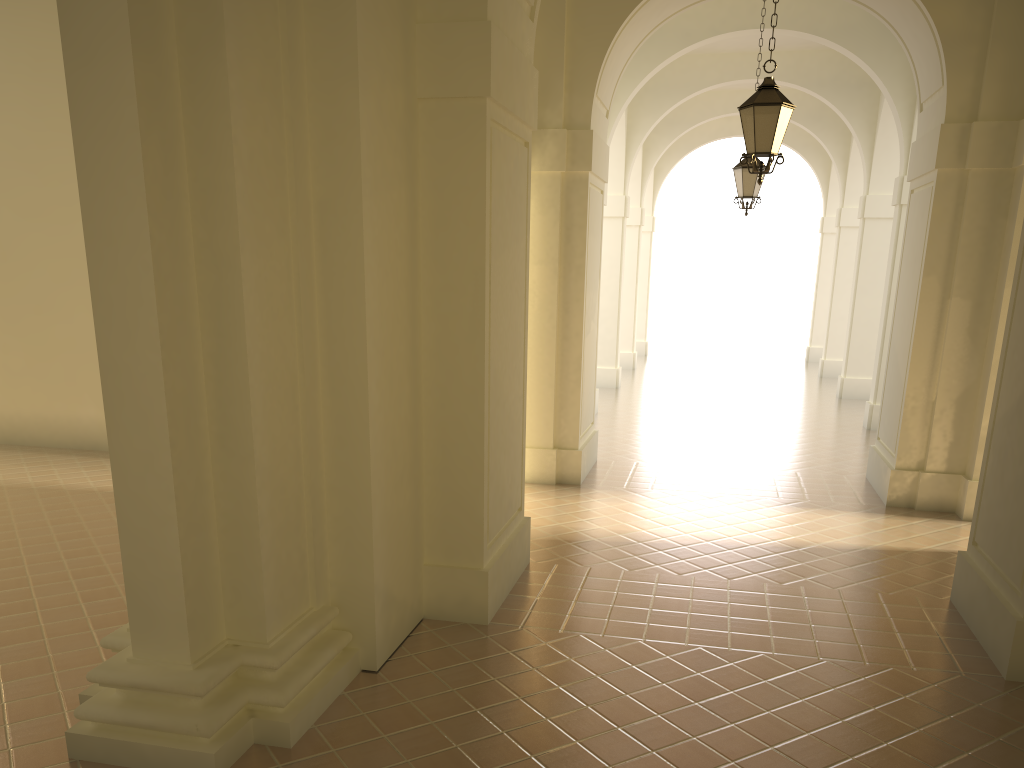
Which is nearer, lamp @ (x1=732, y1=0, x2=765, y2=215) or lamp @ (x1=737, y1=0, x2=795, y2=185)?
lamp @ (x1=737, y1=0, x2=795, y2=185)

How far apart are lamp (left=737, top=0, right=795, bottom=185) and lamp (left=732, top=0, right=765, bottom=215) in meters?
4.8

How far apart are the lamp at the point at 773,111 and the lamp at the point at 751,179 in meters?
4.8 m

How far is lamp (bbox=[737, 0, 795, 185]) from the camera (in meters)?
8.02

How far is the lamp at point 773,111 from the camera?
8.0 meters

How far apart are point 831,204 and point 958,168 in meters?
16.8 m

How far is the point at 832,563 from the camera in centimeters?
783cm

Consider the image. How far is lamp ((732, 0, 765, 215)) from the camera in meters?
12.9

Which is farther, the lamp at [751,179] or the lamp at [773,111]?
the lamp at [751,179]
